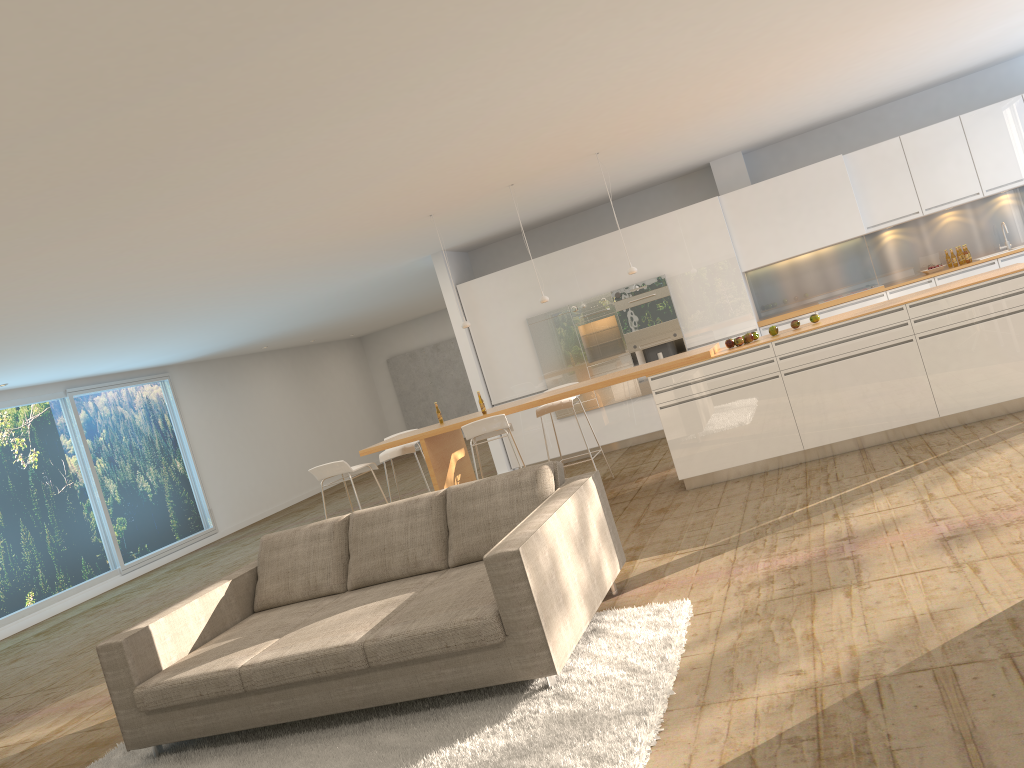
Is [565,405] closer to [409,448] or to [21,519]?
[409,448]

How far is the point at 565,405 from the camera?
8.4 meters

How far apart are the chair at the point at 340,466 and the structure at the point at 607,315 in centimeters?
356cm

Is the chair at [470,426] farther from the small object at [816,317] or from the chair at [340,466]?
the small object at [816,317]

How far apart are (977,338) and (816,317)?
1.2 meters

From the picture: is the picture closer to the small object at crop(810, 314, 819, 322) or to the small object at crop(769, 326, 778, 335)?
the small object at crop(769, 326, 778, 335)

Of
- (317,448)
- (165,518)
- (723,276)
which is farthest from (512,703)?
(317,448)

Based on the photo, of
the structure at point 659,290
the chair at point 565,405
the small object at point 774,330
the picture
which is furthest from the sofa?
the picture

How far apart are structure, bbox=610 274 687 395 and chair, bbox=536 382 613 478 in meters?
2.4 m

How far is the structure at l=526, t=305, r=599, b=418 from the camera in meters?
10.8
